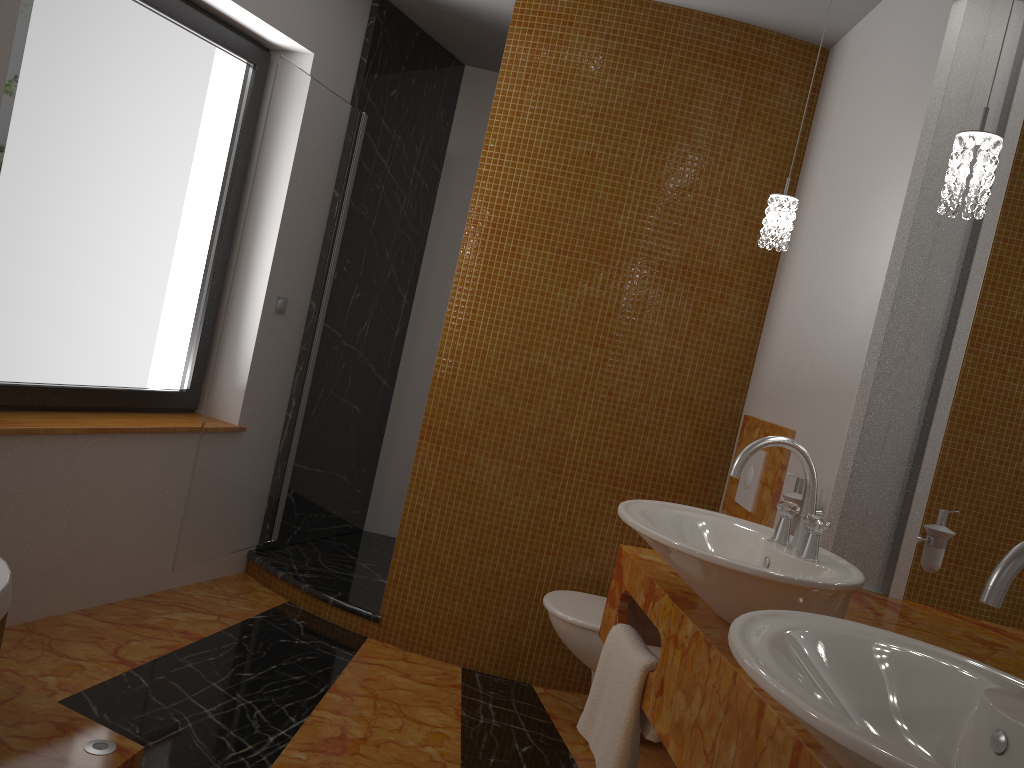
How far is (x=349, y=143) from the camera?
3.63m

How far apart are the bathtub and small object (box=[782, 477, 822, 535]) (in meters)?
1.84

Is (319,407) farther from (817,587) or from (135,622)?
(817,587)

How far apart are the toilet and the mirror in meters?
0.8

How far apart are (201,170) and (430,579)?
1.76m

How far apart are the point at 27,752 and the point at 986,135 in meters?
2.3

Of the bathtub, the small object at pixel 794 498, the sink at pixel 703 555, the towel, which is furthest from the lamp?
the bathtub

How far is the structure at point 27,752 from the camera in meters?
2.0

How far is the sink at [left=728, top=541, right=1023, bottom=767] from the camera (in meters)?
0.84

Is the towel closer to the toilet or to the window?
the toilet
